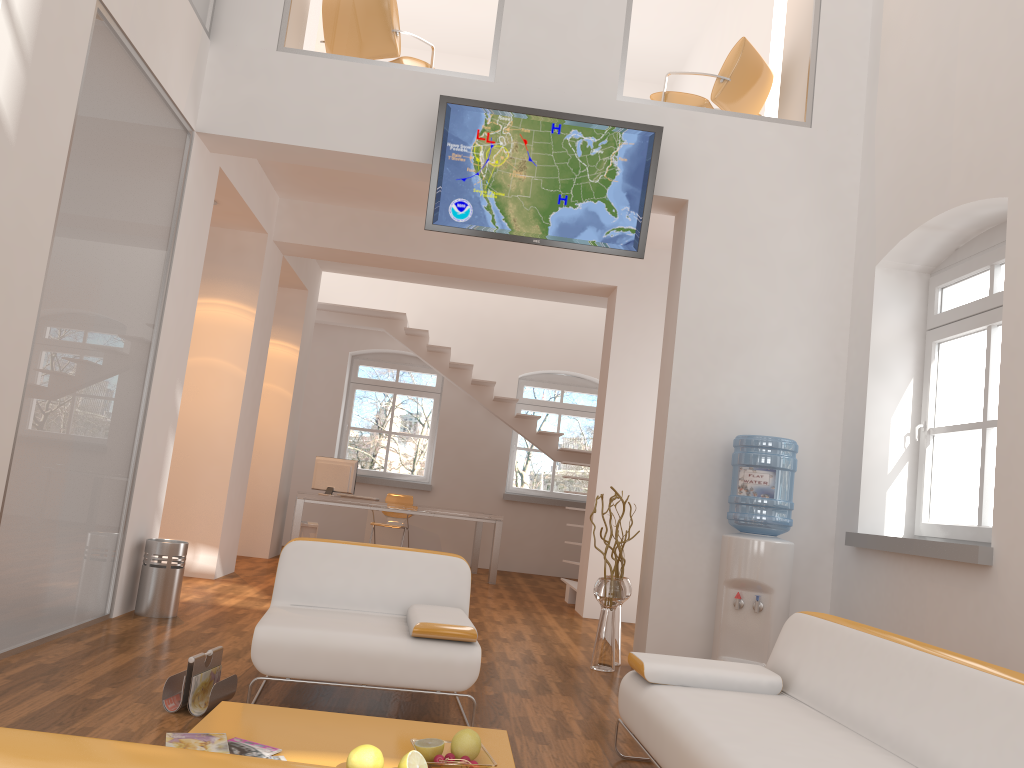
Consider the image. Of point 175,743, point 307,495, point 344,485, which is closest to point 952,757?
point 175,743

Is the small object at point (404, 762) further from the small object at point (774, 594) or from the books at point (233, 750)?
the small object at point (774, 594)

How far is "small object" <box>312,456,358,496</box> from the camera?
9.8 meters

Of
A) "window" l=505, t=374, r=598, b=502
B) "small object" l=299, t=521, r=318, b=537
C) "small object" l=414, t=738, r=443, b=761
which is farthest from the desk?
"small object" l=414, t=738, r=443, b=761

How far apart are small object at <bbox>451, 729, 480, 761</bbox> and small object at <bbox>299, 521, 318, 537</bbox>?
7.5m

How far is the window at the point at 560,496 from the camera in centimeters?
1216cm

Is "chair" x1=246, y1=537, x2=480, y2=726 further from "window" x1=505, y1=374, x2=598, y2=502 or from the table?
"window" x1=505, y1=374, x2=598, y2=502

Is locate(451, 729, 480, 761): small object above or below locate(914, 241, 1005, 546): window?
below

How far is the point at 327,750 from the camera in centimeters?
267cm

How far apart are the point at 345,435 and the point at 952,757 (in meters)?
10.31
